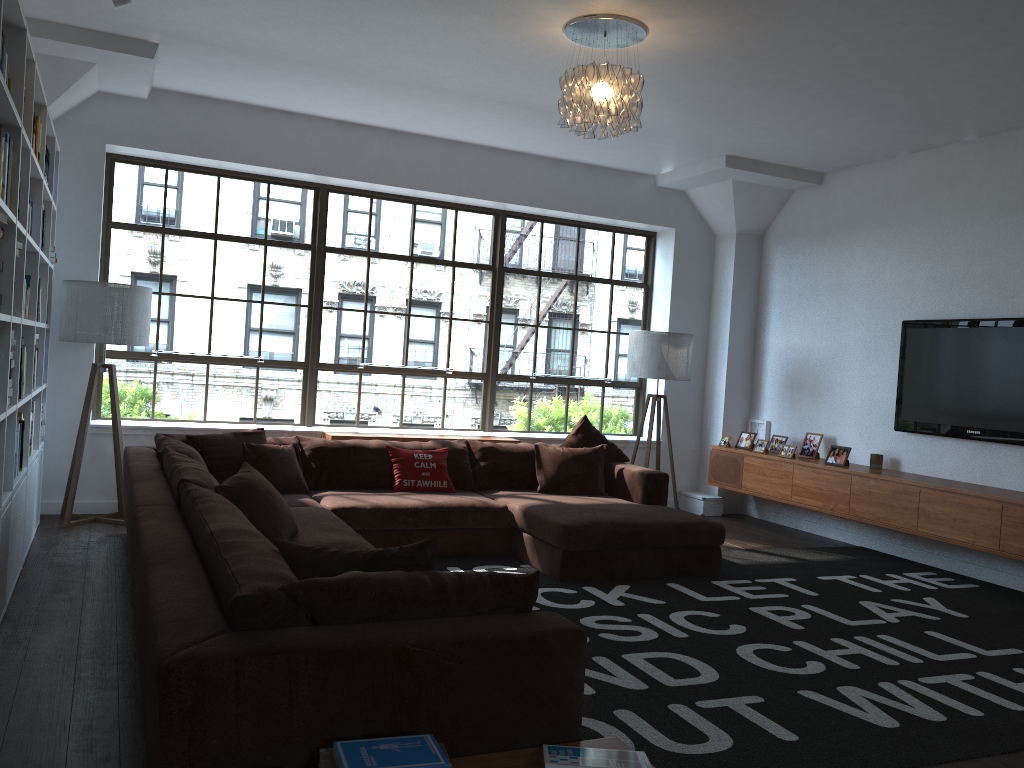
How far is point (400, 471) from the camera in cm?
585

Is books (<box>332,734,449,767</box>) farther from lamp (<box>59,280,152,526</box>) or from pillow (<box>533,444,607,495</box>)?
lamp (<box>59,280,152,526</box>)

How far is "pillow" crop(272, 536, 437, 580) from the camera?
2.5 meters

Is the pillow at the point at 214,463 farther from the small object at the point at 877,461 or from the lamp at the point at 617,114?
the small object at the point at 877,461

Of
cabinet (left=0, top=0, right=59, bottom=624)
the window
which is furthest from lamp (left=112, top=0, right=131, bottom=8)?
the window

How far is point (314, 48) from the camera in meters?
Result: 5.2 m

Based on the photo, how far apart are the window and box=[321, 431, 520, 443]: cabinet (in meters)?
0.53

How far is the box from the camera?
7.8m

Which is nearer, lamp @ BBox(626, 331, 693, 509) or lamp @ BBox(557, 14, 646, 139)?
lamp @ BBox(557, 14, 646, 139)

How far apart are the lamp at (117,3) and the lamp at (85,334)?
2.0 meters
